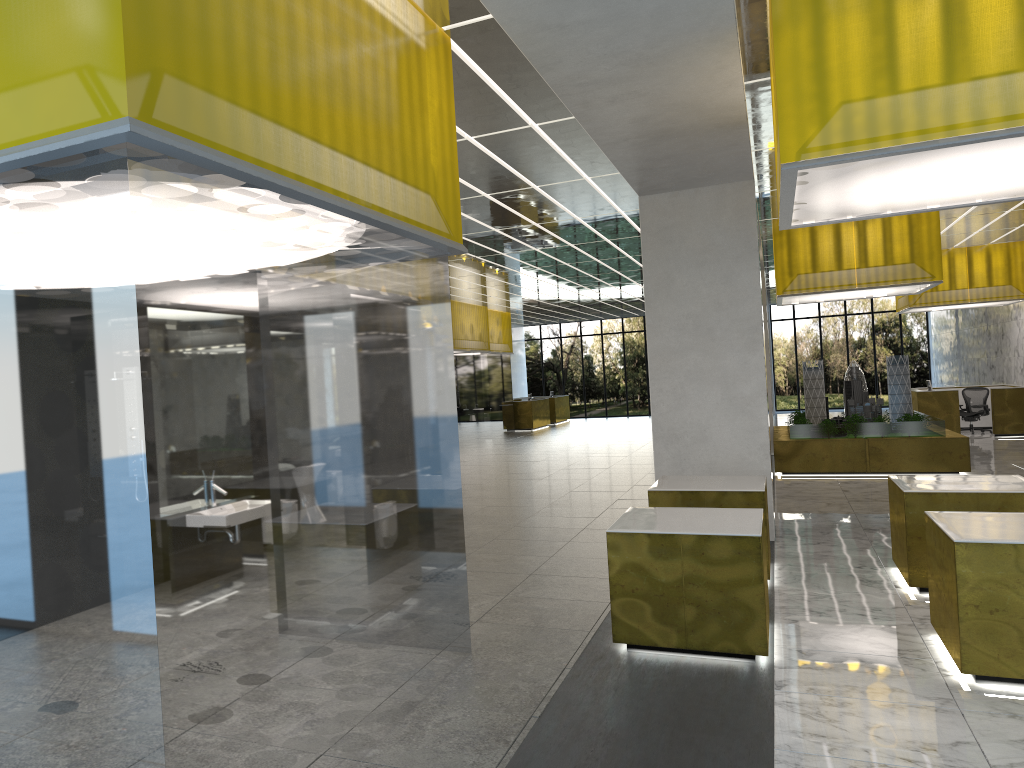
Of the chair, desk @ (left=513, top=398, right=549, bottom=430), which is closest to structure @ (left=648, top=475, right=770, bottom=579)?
the chair

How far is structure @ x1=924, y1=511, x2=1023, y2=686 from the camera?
7.3 meters

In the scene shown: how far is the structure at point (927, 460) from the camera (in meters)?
20.62

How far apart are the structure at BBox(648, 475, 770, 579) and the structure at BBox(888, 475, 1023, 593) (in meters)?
1.58

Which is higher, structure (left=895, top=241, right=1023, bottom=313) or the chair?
structure (left=895, top=241, right=1023, bottom=313)

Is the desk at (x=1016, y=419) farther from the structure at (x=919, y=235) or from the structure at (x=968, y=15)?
the structure at (x=968, y=15)

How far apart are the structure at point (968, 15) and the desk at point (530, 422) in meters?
33.8 m

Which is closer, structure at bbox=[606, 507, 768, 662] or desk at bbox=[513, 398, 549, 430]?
structure at bbox=[606, 507, 768, 662]

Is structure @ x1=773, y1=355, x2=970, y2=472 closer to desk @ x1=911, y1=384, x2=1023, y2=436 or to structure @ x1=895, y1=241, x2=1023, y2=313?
desk @ x1=911, y1=384, x2=1023, y2=436

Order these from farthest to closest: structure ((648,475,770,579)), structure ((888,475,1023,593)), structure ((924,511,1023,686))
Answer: Result: structure ((648,475,770,579))
structure ((888,475,1023,593))
structure ((924,511,1023,686))
